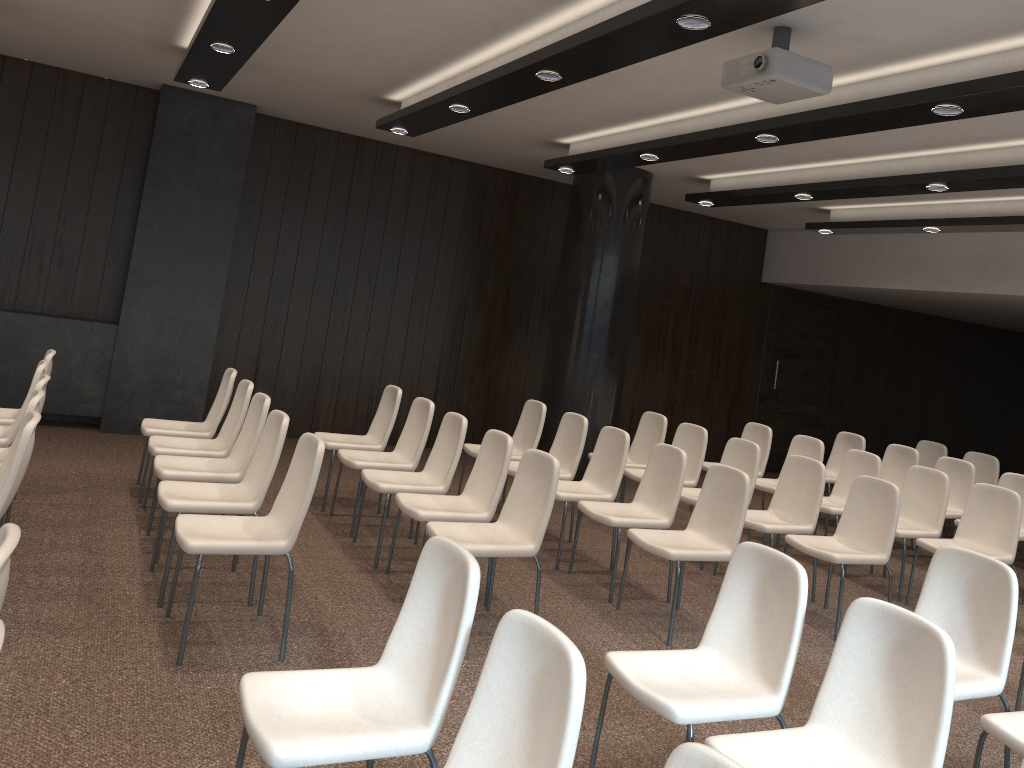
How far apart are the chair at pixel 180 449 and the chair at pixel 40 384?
0.8m

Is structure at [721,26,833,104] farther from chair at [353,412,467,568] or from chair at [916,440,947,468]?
chair at [916,440,947,468]

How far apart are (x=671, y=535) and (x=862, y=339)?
8.31m

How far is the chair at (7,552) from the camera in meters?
2.0 m

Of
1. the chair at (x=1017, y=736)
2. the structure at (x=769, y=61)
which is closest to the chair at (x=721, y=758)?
the chair at (x=1017, y=736)

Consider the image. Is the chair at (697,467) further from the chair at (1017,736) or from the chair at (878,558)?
the chair at (1017,736)

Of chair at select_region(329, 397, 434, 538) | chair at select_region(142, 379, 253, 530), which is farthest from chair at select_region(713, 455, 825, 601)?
chair at select_region(142, 379, 253, 530)

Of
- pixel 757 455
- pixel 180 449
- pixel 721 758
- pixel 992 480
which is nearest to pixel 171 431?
pixel 180 449

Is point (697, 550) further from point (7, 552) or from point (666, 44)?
point (7, 552)

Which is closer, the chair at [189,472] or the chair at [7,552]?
the chair at [7,552]
